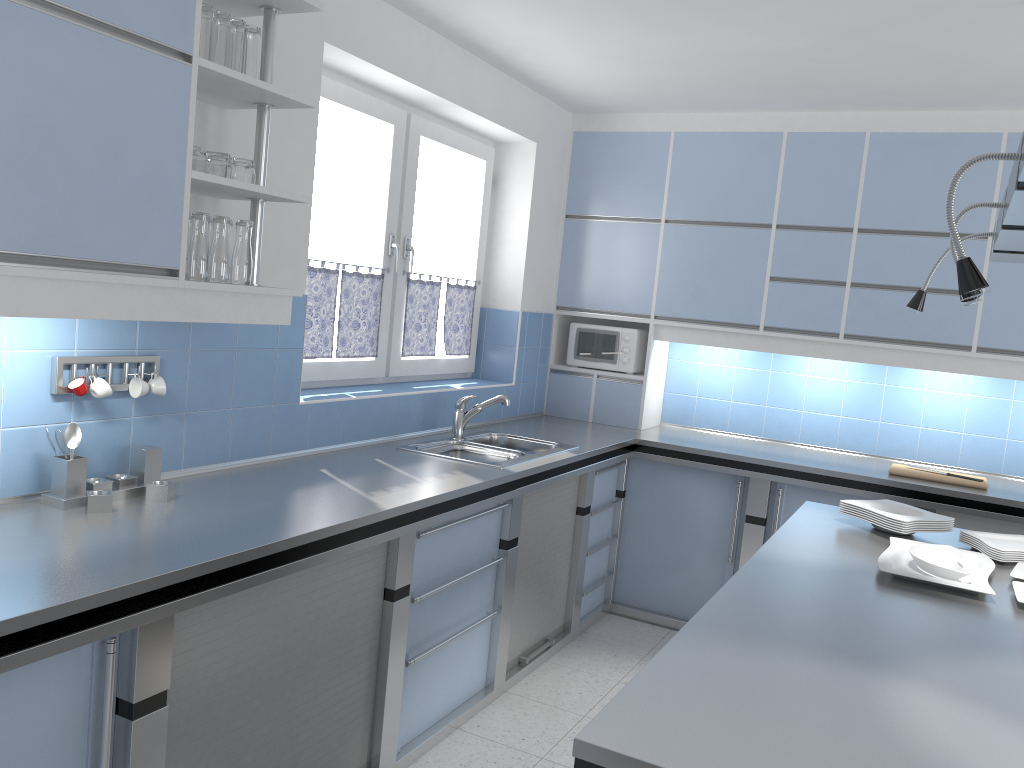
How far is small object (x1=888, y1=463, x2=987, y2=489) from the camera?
4.1m

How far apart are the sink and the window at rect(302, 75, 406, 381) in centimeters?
42cm

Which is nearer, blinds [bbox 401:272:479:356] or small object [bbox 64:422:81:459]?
small object [bbox 64:422:81:459]

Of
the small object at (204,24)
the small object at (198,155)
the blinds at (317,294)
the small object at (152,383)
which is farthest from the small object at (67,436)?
the blinds at (317,294)

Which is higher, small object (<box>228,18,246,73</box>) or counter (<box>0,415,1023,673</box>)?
small object (<box>228,18,246,73</box>)

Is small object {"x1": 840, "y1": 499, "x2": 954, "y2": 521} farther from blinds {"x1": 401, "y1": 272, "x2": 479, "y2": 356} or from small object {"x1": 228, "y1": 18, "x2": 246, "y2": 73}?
small object {"x1": 228, "y1": 18, "x2": 246, "y2": 73}

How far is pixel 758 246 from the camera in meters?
4.7

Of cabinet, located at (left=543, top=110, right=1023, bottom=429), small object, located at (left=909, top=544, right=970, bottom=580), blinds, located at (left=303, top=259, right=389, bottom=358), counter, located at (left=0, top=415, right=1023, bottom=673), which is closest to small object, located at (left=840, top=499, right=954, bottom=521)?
small object, located at (left=909, top=544, right=970, bottom=580)

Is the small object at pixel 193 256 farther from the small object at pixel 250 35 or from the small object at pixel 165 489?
the small object at pixel 165 489

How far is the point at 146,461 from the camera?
2.5 meters
